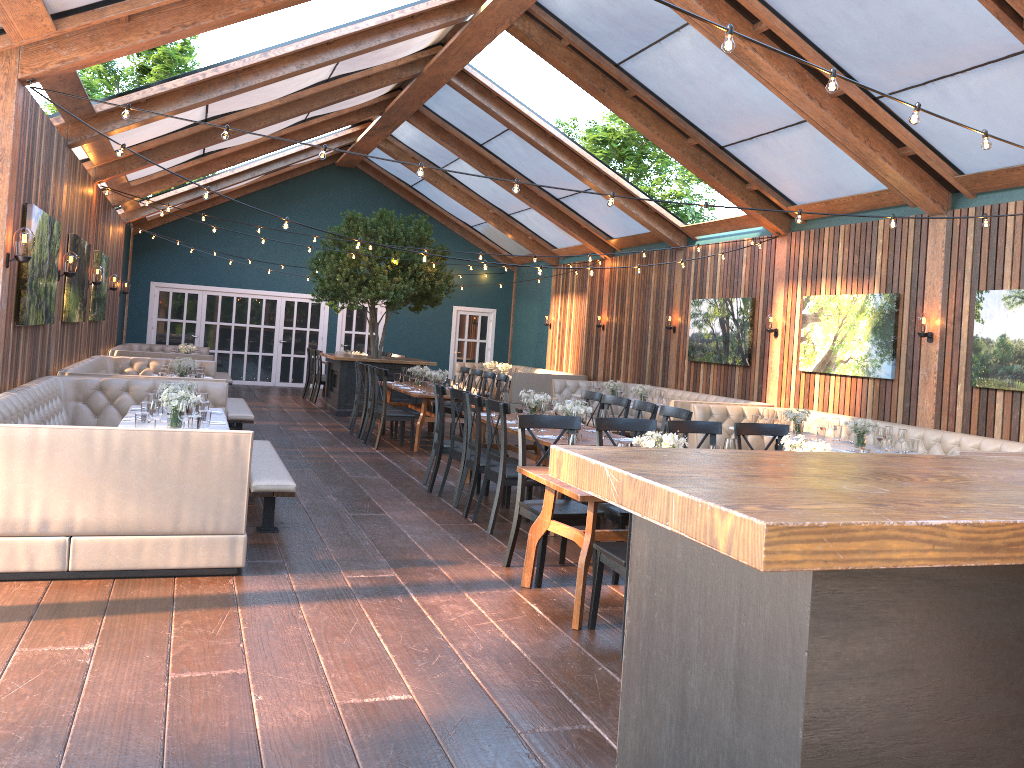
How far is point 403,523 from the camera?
7.08m

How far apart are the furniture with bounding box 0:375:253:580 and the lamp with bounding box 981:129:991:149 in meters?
4.6

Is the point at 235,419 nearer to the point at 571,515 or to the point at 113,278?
the point at 113,278

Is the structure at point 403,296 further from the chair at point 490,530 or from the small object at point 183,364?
the chair at point 490,530

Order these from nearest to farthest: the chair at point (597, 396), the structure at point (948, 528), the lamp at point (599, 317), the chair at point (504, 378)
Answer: the structure at point (948, 528) → the chair at point (597, 396) → the chair at point (504, 378) → the lamp at point (599, 317)

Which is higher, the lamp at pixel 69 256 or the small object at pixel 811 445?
the lamp at pixel 69 256

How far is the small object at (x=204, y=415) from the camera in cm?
652

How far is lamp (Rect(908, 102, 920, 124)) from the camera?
4.6m

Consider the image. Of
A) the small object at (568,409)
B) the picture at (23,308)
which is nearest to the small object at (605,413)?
the small object at (568,409)

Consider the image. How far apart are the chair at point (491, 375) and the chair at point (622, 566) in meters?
7.7
